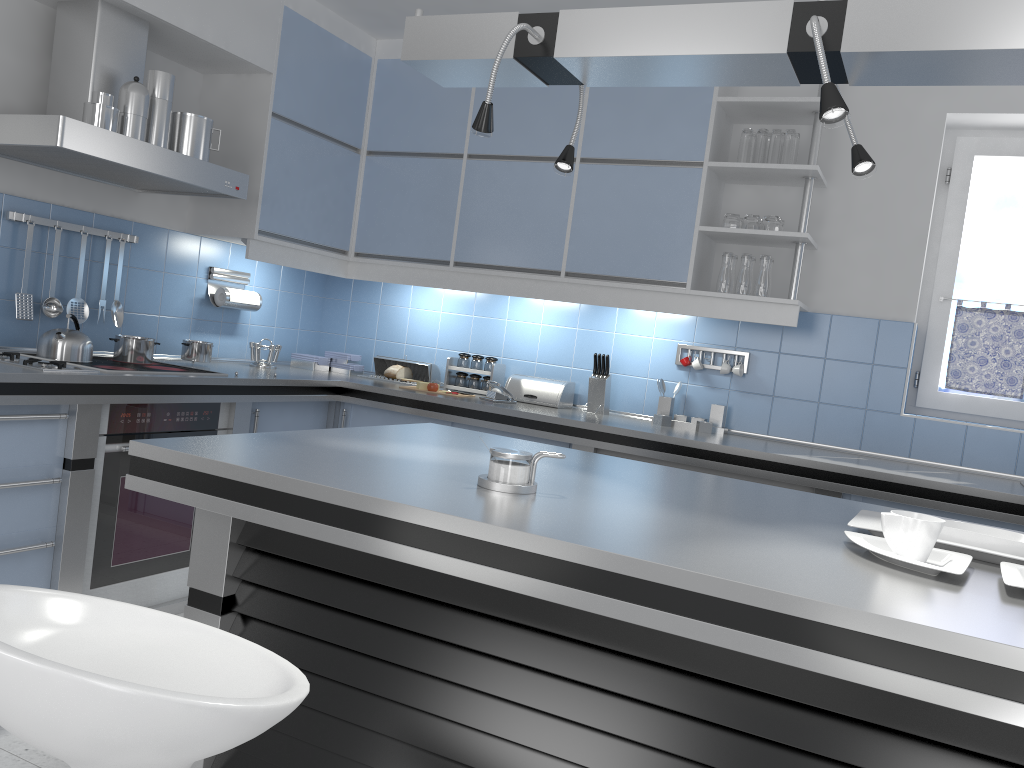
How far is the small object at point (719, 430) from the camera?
4.0 meters

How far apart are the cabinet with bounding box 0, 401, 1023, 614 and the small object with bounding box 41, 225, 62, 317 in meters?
0.7 m

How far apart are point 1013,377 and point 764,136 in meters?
1.5 m

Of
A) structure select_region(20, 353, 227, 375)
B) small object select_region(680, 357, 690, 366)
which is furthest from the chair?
small object select_region(680, 357, 690, 366)

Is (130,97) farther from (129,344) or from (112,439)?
(112,439)

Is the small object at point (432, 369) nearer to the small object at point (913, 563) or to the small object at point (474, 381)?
the small object at point (474, 381)

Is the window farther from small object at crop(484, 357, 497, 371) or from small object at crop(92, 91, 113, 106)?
small object at crop(92, 91, 113, 106)

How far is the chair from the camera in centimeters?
91cm

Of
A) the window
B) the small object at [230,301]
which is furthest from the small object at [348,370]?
the window

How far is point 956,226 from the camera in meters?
4.0 m
